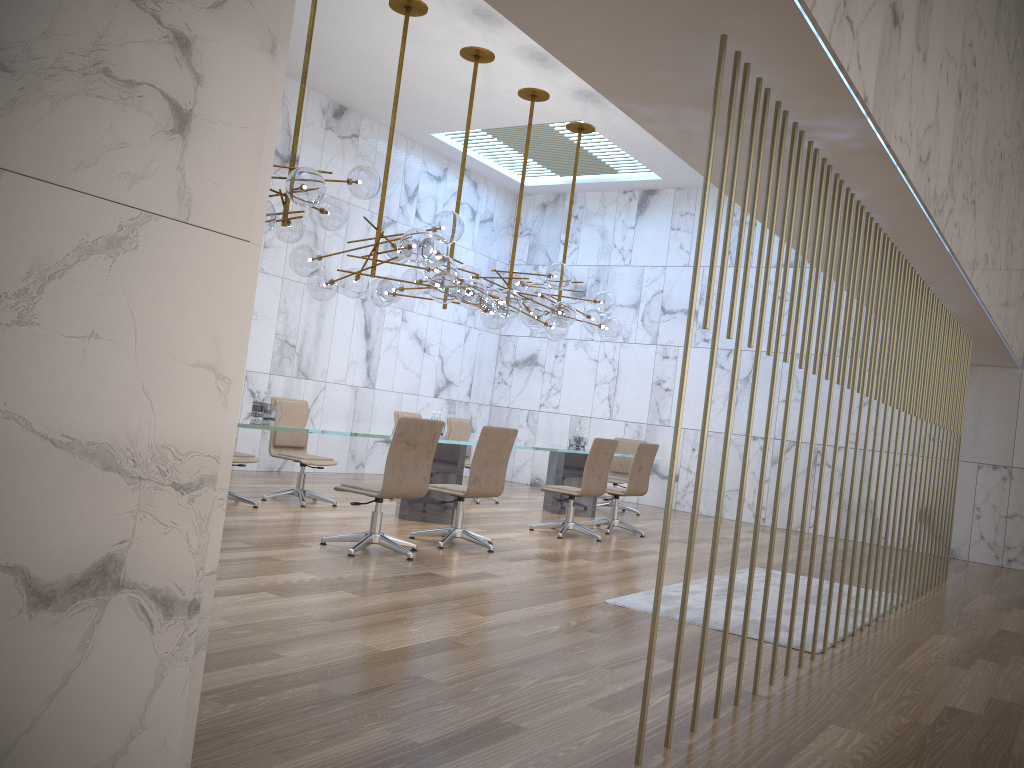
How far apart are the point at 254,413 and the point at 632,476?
4.19m

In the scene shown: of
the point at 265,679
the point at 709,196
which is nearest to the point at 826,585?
the point at 265,679

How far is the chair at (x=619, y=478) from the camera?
11.8m

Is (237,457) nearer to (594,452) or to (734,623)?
(594,452)

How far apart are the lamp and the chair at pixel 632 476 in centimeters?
139cm

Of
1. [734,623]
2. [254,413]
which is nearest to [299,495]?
[254,413]

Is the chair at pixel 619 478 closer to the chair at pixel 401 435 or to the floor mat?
the floor mat

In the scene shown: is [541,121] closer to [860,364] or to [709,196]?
[709,196]

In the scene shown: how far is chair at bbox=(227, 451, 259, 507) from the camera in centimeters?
776cm

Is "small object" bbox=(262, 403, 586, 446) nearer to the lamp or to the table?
the table
